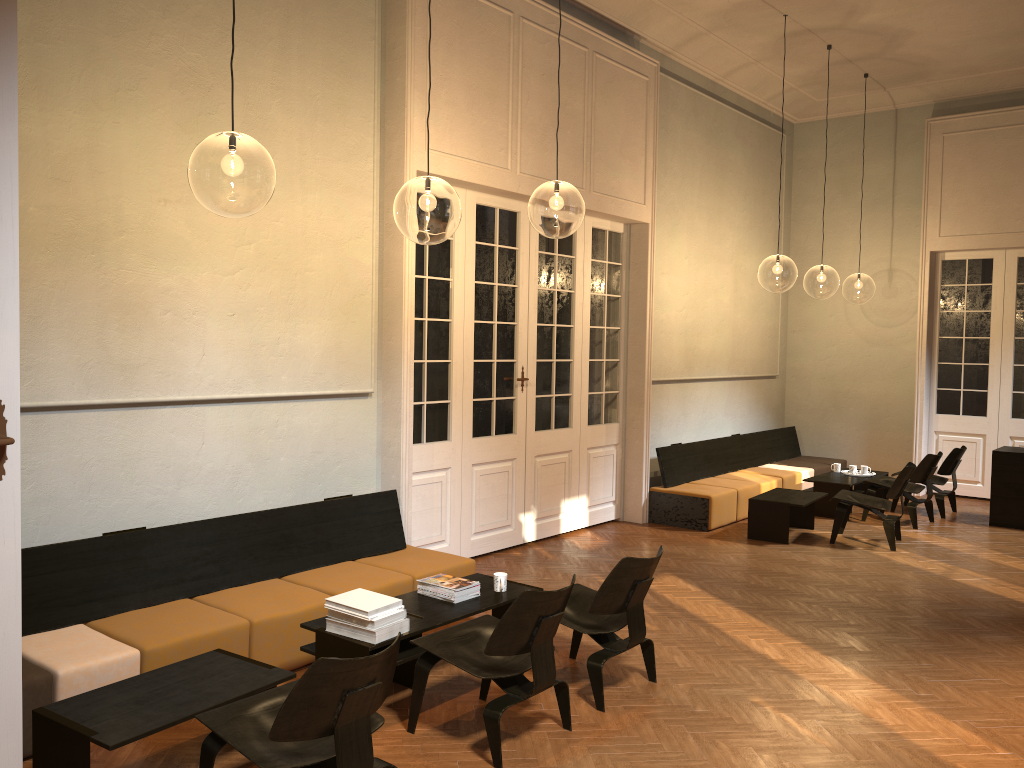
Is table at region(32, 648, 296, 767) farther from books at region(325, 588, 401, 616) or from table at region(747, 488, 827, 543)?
table at region(747, 488, 827, 543)

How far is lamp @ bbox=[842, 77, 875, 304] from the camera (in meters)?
25.42

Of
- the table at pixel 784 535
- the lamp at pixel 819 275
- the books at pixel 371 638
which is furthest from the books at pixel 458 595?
the lamp at pixel 819 275

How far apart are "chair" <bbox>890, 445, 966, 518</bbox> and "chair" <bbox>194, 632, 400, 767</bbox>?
8.5m

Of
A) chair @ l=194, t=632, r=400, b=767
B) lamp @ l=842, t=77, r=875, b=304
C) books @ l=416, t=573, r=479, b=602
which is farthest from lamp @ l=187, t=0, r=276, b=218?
lamp @ l=842, t=77, r=875, b=304

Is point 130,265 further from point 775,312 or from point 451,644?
point 775,312

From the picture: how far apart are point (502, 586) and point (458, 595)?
0.33m

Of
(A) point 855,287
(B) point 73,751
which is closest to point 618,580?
(B) point 73,751

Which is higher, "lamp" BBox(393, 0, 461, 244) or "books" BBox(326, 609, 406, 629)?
"lamp" BBox(393, 0, 461, 244)

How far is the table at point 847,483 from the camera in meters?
10.0
